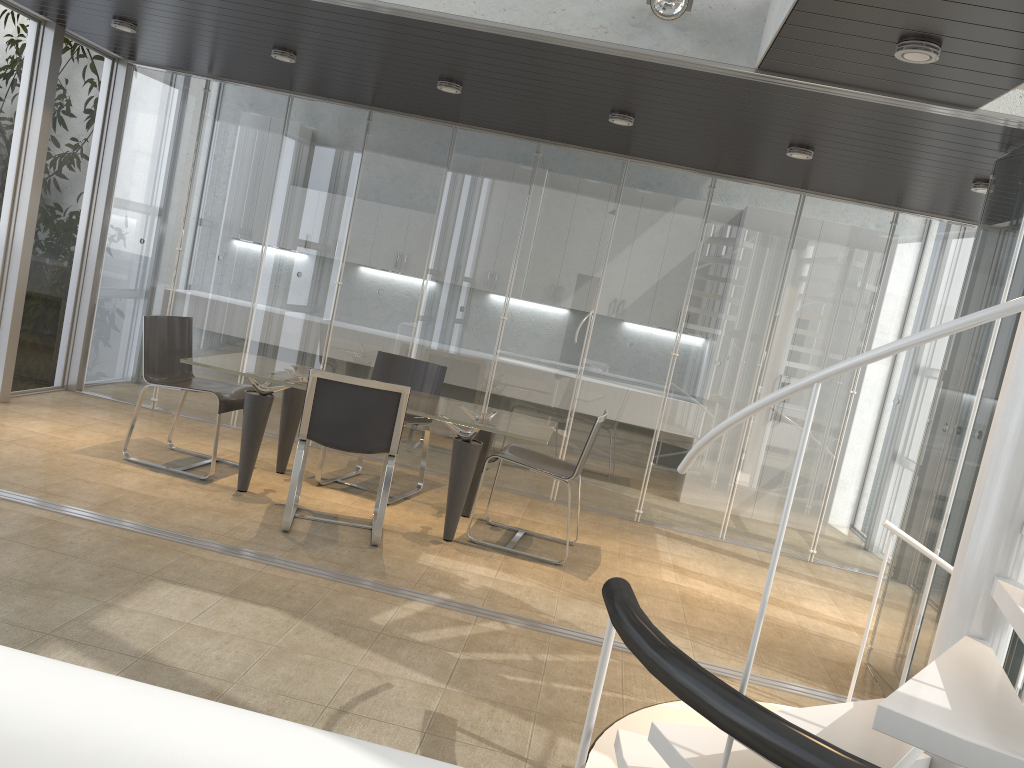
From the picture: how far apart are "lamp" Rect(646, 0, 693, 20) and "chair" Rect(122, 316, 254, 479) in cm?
339

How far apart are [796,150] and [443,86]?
2.1m

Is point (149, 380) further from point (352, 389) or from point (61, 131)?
point (61, 131)

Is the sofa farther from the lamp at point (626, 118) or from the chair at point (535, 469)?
the lamp at point (626, 118)

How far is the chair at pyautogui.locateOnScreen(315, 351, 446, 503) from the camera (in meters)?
6.30

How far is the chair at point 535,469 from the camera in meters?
5.3 m

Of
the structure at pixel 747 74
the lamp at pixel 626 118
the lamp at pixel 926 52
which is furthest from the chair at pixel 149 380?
the lamp at pixel 926 52

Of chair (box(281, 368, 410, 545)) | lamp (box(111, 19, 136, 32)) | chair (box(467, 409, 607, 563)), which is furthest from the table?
A: lamp (box(111, 19, 136, 32))

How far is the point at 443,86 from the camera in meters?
5.4 m

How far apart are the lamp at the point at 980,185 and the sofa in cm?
486
